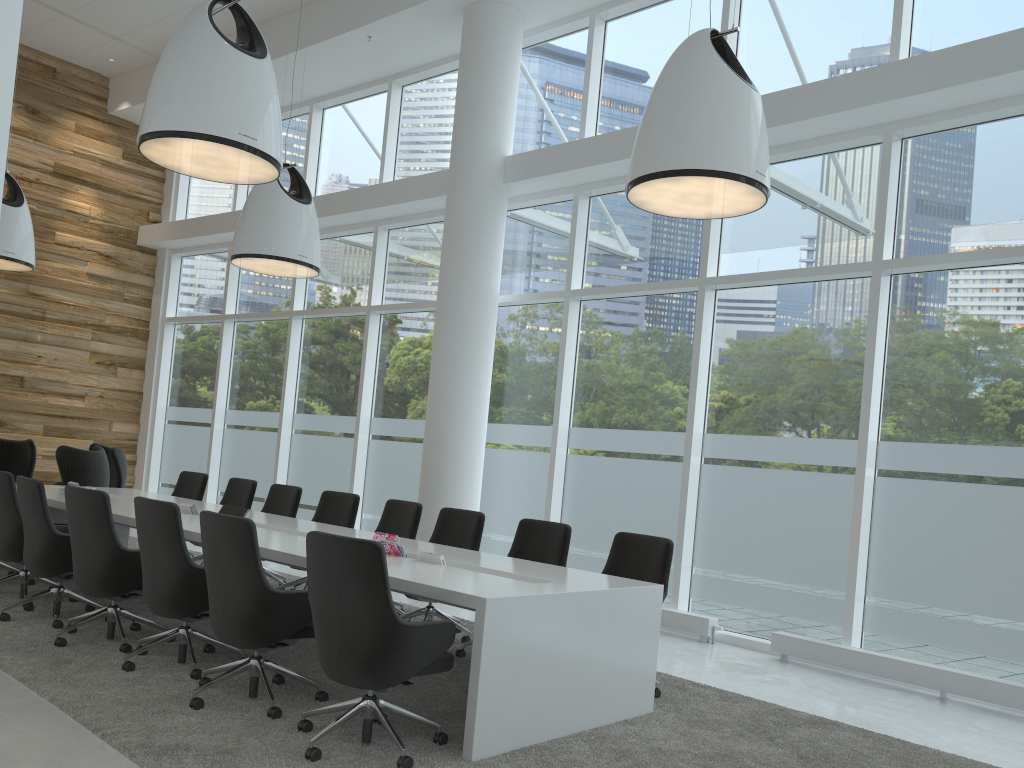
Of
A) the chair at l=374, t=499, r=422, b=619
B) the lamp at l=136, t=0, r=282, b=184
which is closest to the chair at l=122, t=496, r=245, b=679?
the chair at l=374, t=499, r=422, b=619

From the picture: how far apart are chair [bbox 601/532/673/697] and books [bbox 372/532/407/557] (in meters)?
1.40

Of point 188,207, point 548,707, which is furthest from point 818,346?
point 188,207

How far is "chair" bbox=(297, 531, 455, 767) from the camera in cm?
375

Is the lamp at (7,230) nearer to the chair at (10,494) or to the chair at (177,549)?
the chair at (10,494)

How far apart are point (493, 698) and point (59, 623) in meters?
3.4 m

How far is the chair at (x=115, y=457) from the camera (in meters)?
10.79

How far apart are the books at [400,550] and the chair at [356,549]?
1.16m

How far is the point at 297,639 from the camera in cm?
469

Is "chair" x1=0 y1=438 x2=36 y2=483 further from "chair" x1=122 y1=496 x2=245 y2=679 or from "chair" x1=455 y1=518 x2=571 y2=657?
"chair" x1=455 y1=518 x2=571 y2=657
